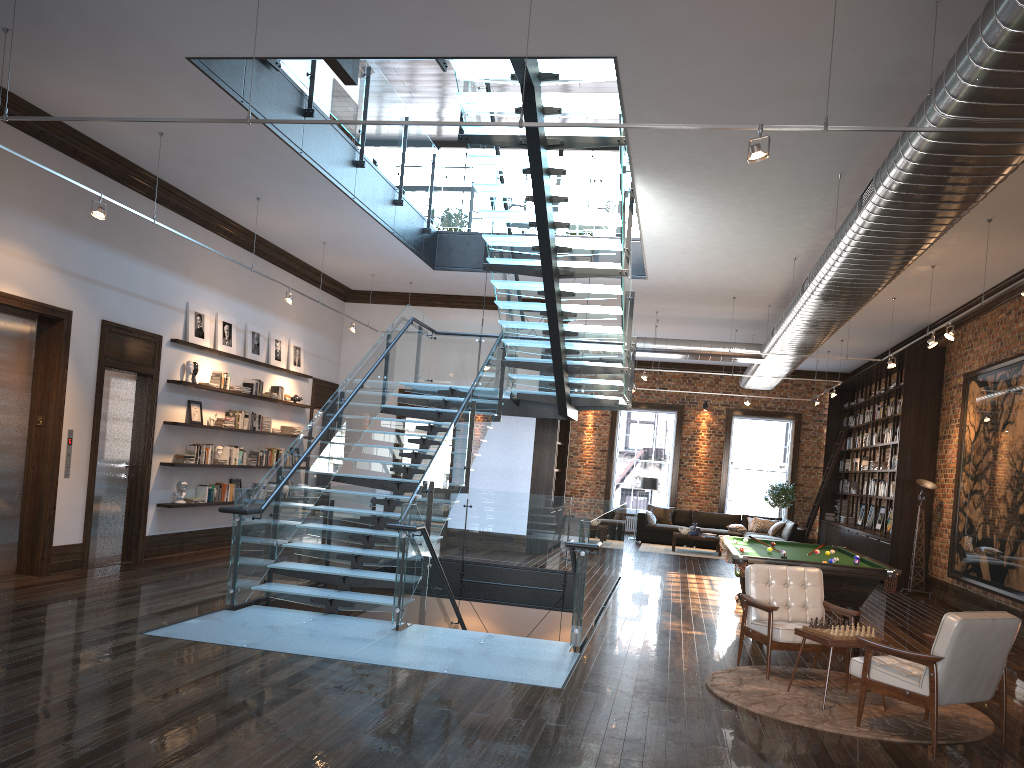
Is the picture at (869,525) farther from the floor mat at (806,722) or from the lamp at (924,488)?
the floor mat at (806,722)

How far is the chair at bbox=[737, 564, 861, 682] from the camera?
6.9 meters

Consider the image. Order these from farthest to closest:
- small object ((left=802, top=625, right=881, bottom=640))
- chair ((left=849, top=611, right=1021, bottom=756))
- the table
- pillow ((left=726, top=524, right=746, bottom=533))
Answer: pillow ((left=726, top=524, right=746, bottom=533)), small object ((left=802, top=625, right=881, bottom=640)), the table, chair ((left=849, top=611, right=1021, bottom=756))

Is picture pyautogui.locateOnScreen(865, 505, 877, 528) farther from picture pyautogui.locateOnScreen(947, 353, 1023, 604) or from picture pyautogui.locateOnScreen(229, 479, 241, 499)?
picture pyautogui.locateOnScreen(229, 479, 241, 499)

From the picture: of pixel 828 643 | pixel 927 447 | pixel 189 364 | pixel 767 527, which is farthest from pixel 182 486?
pixel 767 527

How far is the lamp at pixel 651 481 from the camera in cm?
2024

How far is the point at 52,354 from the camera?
8.9m

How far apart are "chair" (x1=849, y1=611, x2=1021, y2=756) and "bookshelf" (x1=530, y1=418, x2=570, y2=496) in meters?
9.6 m

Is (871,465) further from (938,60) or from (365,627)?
(365,627)

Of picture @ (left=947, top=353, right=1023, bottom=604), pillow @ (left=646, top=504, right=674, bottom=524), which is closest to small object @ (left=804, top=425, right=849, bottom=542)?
pillow @ (left=646, top=504, right=674, bottom=524)
